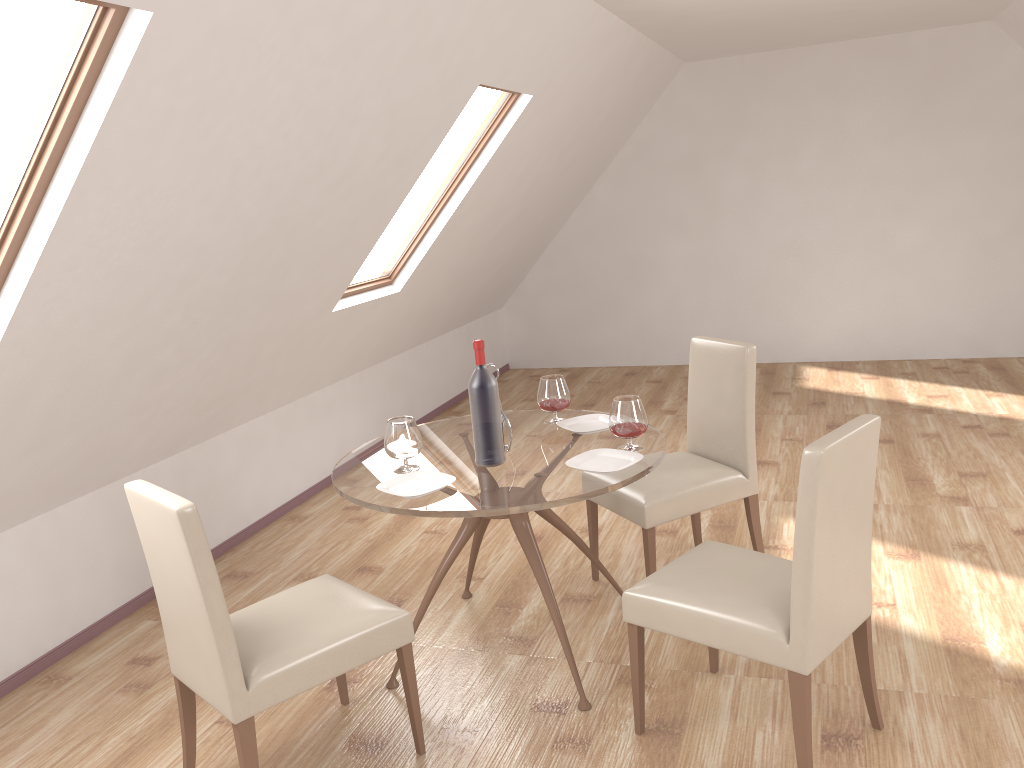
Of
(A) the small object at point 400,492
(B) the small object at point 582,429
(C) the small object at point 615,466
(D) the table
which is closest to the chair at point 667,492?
(D) the table

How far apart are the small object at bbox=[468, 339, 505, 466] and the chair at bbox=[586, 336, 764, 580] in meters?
0.7 m

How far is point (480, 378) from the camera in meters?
3.0 m

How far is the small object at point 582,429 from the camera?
3.4 meters

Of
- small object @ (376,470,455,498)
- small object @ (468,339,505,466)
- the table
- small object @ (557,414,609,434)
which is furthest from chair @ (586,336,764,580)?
small object @ (376,470,455,498)

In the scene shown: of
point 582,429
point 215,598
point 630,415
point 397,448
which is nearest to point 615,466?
point 630,415

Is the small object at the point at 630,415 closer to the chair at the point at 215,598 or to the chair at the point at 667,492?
the chair at the point at 667,492

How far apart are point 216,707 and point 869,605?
1.9m

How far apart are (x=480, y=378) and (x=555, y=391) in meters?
0.6

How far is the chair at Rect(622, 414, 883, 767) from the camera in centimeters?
225cm
